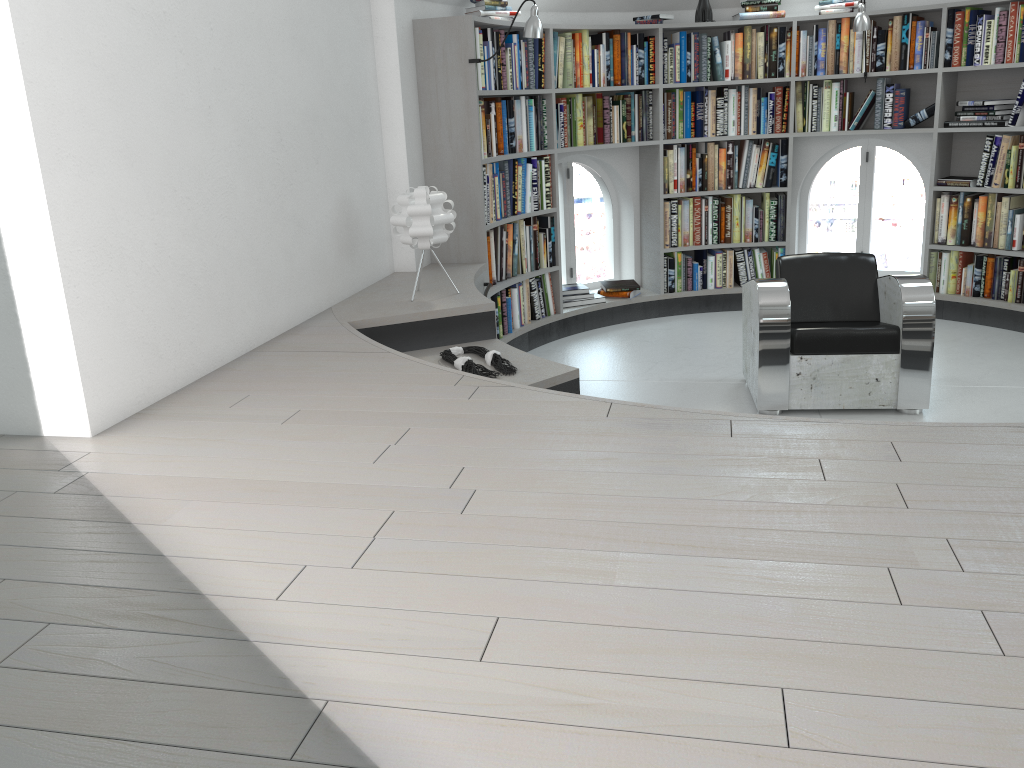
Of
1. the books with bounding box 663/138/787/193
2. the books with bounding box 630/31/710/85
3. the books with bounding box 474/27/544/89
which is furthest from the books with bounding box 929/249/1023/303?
the books with bounding box 474/27/544/89

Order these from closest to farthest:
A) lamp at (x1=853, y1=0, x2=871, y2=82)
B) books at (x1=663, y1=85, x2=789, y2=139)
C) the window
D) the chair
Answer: the chair < lamp at (x1=853, y1=0, x2=871, y2=82) < books at (x1=663, y1=85, x2=789, y2=139) < the window

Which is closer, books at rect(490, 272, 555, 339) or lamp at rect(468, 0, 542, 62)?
lamp at rect(468, 0, 542, 62)

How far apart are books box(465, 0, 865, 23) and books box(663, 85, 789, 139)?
0.47m

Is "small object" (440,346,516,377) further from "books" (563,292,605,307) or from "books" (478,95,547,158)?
"books" (563,292,605,307)

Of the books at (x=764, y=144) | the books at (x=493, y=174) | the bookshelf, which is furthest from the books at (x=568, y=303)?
the books at (x=764, y=144)

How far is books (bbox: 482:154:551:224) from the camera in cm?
527

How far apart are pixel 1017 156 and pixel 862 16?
1.3m

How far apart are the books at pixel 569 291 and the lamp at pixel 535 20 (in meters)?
2.01

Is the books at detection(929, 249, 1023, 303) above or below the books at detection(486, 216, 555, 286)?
below
